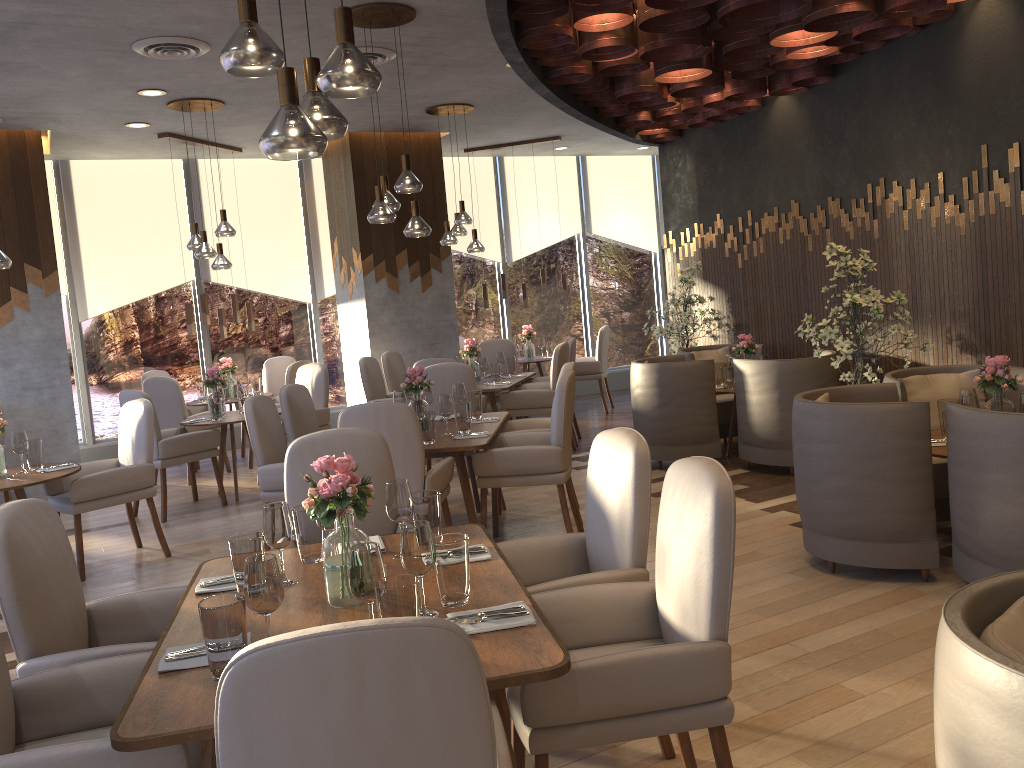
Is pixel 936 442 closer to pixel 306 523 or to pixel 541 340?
pixel 306 523

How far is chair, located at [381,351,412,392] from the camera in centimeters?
857cm

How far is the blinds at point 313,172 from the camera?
10.1 meters

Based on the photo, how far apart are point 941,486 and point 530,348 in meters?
6.1 m

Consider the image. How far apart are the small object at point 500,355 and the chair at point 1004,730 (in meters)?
6.89

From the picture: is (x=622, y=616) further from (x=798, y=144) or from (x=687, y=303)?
(x=687, y=303)

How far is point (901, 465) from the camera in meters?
4.0 m

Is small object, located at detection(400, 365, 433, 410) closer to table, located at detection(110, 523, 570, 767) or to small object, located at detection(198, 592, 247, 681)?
table, located at detection(110, 523, 570, 767)

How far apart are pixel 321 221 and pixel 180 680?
8.7m

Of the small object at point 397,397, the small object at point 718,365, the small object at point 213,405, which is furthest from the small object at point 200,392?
the small object at point 718,365
